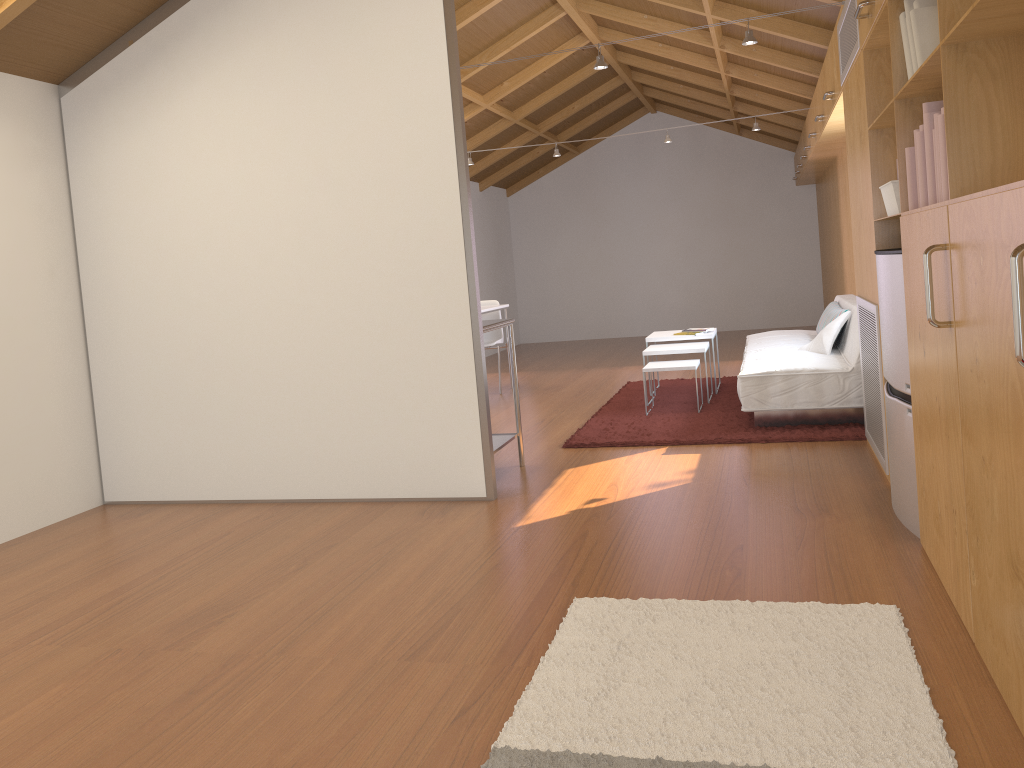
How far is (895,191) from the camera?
3.08m

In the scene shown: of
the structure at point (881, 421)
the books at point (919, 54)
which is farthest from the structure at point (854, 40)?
the structure at point (881, 421)

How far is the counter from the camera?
4.2m

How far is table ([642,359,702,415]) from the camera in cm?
570

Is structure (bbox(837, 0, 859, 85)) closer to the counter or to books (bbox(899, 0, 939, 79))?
books (bbox(899, 0, 939, 79))

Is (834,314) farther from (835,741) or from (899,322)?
(835,741)

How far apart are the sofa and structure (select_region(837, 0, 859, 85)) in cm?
145

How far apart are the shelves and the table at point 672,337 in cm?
214

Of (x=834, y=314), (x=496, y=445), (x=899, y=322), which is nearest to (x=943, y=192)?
(x=899, y=322)

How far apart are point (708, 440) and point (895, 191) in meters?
2.0
